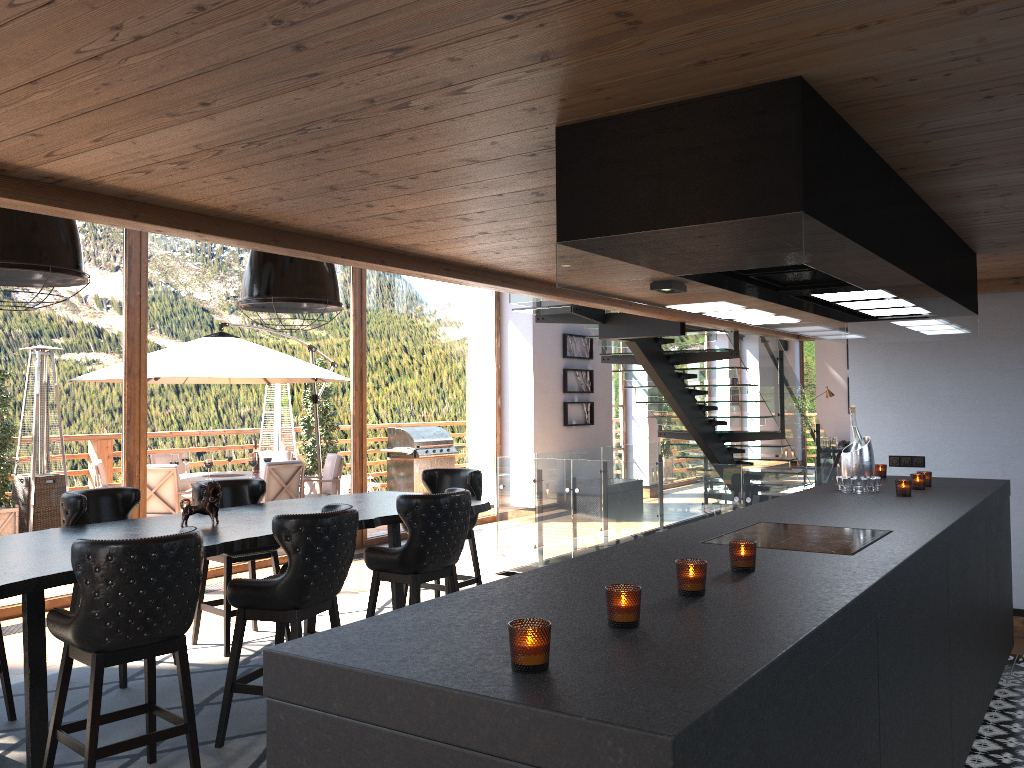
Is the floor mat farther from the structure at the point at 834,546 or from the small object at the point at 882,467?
the small object at the point at 882,467

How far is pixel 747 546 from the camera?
2.5 meters

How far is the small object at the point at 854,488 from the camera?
4.56m

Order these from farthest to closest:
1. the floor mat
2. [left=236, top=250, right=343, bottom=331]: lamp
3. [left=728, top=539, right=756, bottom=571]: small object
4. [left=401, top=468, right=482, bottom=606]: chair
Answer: [left=401, top=468, right=482, bottom=606]: chair < [left=236, top=250, right=343, bottom=331]: lamp < the floor mat < [left=728, top=539, right=756, bottom=571]: small object

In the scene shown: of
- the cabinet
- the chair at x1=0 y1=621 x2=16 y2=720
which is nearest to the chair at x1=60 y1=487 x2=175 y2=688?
the chair at x1=0 y1=621 x2=16 y2=720

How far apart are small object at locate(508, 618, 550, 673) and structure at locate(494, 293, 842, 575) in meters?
5.4 m

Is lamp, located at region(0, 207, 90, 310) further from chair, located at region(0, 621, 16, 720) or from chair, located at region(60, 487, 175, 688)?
chair, located at region(0, 621, 16, 720)

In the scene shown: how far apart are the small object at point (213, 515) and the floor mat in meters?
1.0 m

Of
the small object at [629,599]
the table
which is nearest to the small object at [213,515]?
the table

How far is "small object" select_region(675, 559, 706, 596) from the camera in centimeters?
219cm
